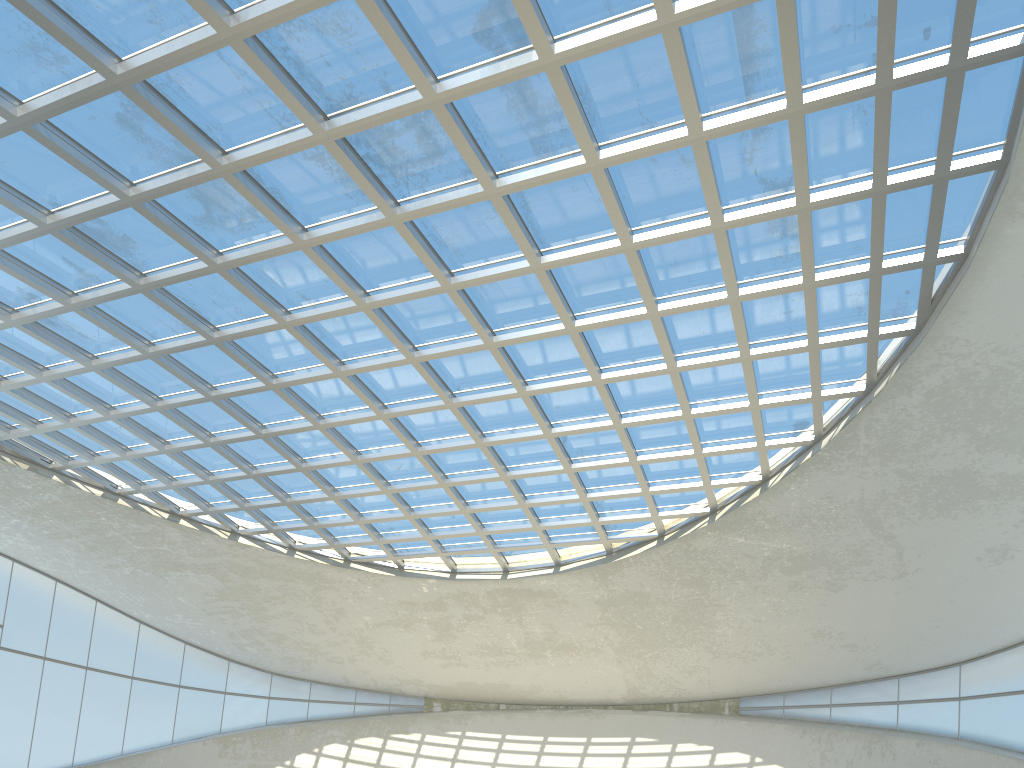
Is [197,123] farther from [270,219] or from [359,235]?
[359,235]
